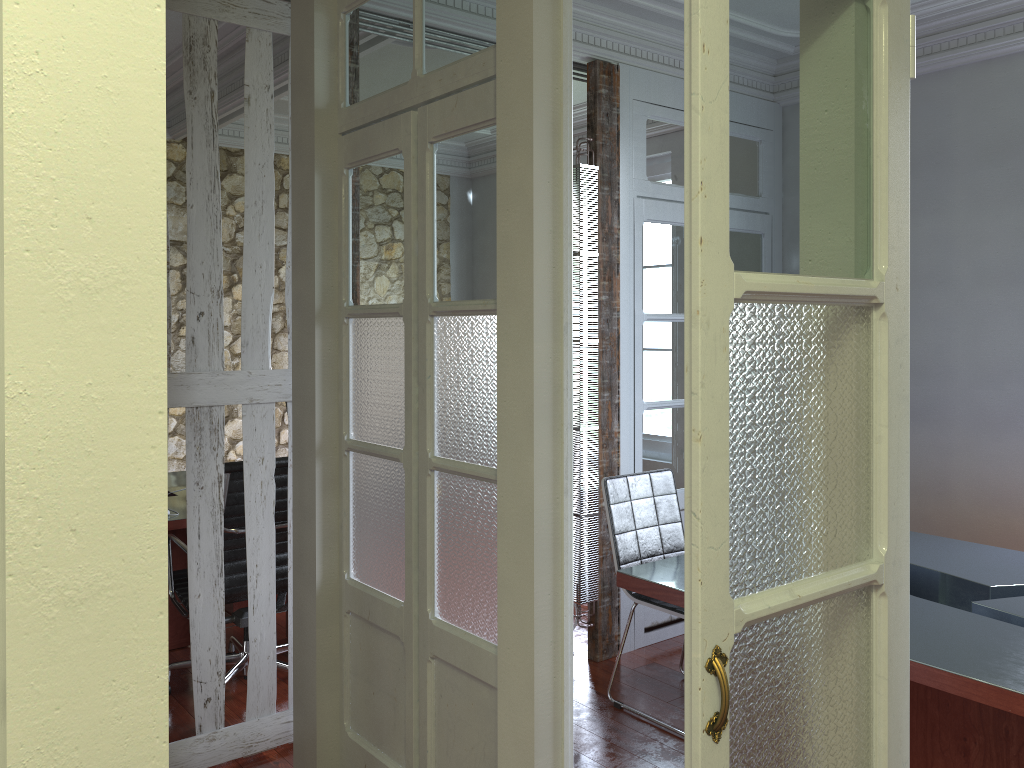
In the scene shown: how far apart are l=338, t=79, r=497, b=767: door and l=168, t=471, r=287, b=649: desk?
1.2 meters

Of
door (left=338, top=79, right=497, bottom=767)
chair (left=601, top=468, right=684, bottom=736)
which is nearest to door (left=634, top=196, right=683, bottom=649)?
chair (left=601, top=468, right=684, bottom=736)

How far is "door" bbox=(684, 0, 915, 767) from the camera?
1.1 meters

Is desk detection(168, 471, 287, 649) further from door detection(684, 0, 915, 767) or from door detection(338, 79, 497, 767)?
door detection(684, 0, 915, 767)

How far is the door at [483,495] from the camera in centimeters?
232cm

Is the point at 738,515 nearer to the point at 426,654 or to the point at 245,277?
the point at 426,654

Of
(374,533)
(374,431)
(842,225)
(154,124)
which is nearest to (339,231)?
(374,431)

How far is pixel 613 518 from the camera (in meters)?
3.70

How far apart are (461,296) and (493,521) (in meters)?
0.60

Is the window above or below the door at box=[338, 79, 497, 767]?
above
